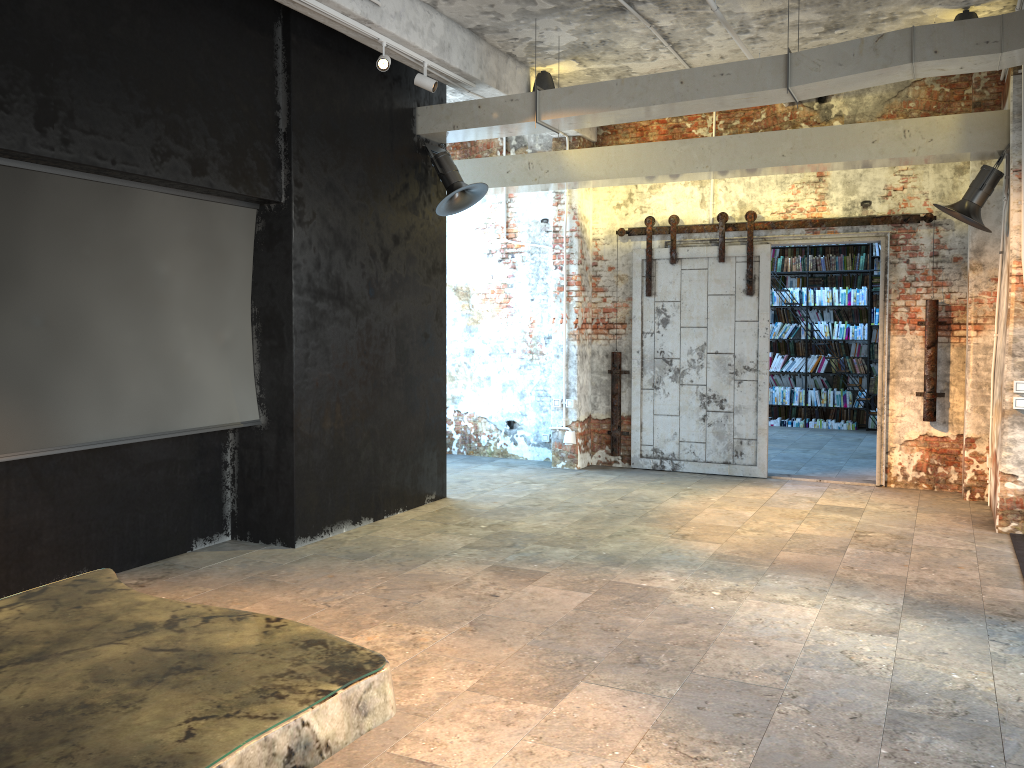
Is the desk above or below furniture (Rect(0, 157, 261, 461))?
below

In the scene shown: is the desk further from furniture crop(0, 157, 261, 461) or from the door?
the door

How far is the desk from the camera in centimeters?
158cm

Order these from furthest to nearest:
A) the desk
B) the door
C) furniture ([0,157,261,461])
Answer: the door → furniture ([0,157,261,461]) → the desk

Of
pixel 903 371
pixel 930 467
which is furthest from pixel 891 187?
pixel 930 467

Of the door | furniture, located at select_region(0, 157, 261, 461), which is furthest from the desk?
the door

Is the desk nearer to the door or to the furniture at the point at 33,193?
the furniture at the point at 33,193

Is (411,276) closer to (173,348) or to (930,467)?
(173,348)

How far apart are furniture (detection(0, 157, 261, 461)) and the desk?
2.31m

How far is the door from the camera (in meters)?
8.89
